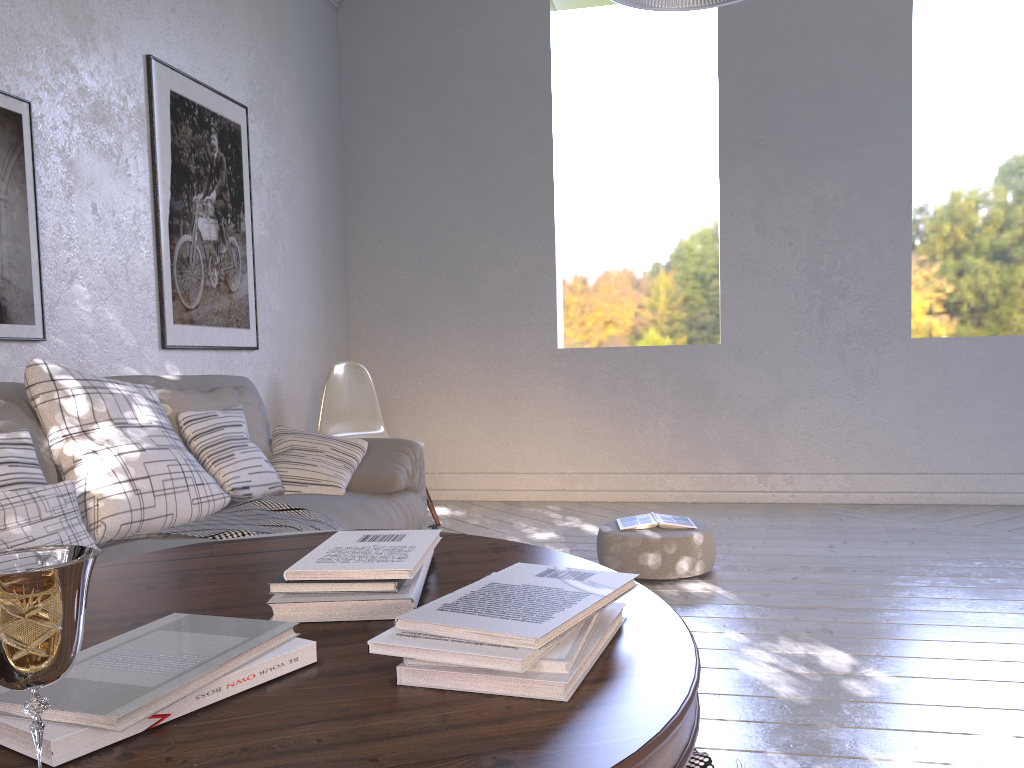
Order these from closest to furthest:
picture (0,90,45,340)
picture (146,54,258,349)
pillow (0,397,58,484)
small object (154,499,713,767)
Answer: pillow (0,397,58,484), small object (154,499,713,767), picture (0,90,45,340), picture (146,54,258,349)

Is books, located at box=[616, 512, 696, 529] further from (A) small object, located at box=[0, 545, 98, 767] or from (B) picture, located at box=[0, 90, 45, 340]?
(A) small object, located at box=[0, 545, 98, 767]

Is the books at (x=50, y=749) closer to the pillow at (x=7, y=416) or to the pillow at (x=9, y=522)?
the pillow at (x=9, y=522)

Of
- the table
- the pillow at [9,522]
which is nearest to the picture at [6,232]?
the pillow at [9,522]

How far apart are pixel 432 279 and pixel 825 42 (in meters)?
2.12

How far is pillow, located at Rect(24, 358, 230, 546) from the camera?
1.7m

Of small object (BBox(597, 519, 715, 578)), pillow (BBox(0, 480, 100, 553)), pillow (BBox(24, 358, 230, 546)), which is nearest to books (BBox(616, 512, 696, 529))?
small object (BBox(597, 519, 715, 578))

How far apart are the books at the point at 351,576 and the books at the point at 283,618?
0.01m

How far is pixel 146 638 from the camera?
0.7m

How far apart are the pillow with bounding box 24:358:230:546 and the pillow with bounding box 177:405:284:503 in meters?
0.0 m
